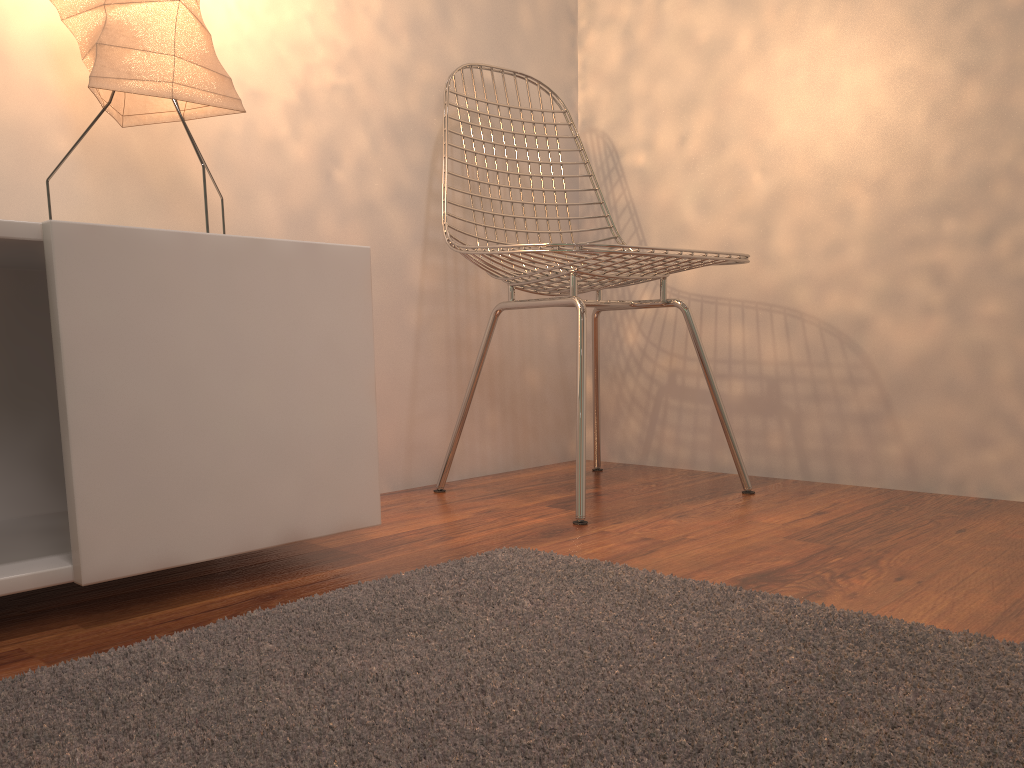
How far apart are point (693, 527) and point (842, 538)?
0.23m

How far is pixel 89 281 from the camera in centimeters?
96cm

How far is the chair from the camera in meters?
1.5

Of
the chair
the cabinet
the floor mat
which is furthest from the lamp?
the floor mat

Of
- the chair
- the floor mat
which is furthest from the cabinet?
the chair

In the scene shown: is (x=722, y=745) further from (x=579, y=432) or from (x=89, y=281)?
(x=579, y=432)

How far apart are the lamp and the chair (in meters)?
0.49

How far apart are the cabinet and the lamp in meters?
0.2

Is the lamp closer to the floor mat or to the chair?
the chair

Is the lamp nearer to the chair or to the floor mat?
the chair
